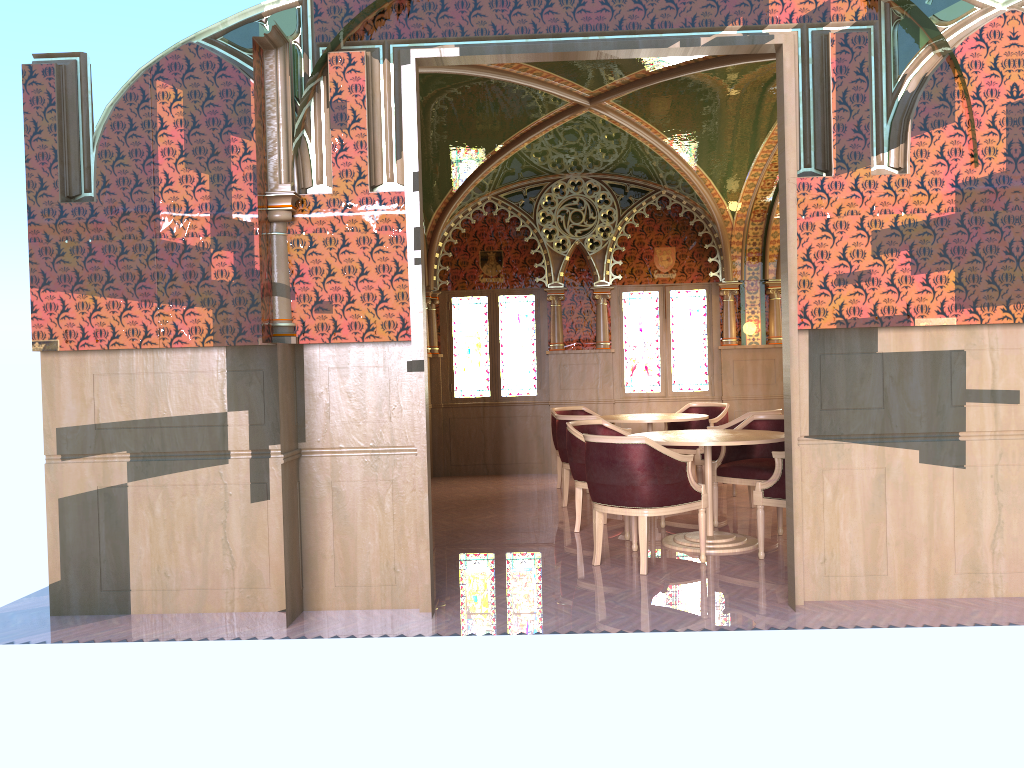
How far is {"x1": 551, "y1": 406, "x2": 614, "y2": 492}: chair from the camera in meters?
9.6

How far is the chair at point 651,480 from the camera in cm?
540

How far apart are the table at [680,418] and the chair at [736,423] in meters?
0.4 m

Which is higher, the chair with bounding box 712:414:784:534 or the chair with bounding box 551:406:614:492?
the chair with bounding box 551:406:614:492

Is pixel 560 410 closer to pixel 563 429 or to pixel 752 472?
pixel 563 429

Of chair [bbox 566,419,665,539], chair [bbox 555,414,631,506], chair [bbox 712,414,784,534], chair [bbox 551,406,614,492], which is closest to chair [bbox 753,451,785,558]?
chair [bbox 712,414,784,534]

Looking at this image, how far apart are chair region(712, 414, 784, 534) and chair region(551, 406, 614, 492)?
2.7m

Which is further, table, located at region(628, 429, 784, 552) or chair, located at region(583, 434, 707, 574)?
table, located at region(628, 429, 784, 552)

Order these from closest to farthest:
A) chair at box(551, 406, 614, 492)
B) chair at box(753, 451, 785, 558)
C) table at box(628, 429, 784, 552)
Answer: chair at box(753, 451, 785, 558) < table at box(628, 429, 784, 552) < chair at box(551, 406, 614, 492)

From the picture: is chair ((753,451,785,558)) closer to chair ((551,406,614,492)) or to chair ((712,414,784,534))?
chair ((712,414,784,534))
